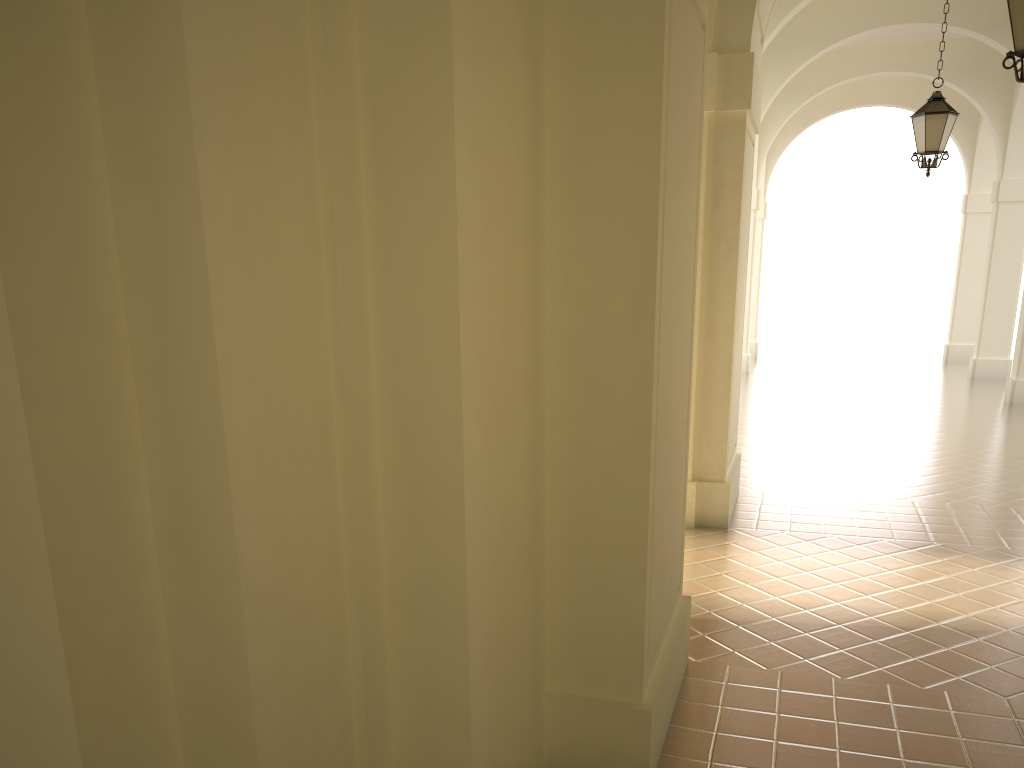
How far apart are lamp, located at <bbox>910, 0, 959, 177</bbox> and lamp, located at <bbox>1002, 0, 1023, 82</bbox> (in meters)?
4.84

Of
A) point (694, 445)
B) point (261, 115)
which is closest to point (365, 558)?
point (261, 115)

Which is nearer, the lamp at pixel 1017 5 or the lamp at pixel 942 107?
the lamp at pixel 1017 5

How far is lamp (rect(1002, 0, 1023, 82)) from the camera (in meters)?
5.47

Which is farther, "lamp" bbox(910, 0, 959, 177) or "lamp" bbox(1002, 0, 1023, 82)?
"lamp" bbox(910, 0, 959, 177)

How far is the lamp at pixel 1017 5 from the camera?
5.5 meters

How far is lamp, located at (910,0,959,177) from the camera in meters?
10.0

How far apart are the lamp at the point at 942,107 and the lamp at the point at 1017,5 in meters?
4.8 m

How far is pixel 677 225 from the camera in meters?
4.1 m

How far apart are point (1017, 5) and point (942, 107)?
4.96m
